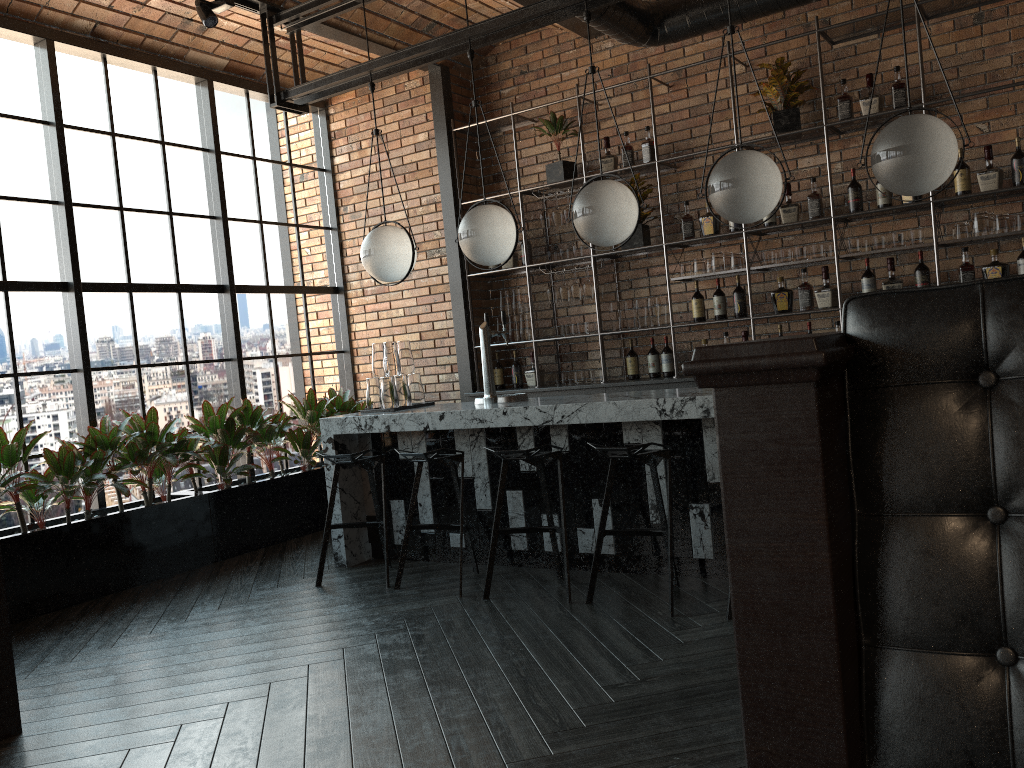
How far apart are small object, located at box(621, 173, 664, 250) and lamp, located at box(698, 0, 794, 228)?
2.1m

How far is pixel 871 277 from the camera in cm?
555

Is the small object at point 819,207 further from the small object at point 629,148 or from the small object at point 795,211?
the small object at point 629,148

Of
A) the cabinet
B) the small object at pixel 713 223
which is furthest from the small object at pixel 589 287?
the small object at pixel 713 223

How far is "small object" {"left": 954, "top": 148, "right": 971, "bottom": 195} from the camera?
5.22m

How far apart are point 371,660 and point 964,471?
2.86m

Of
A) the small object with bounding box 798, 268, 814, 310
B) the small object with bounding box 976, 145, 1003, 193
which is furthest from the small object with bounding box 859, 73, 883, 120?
the small object with bounding box 798, 268, 814, 310

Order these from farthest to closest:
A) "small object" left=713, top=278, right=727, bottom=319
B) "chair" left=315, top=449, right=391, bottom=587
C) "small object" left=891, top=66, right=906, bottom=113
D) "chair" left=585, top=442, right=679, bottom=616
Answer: "small object" left=713, top=278, right=727, bottom=319 < "small object" left=891, top=66, right=906, bottom=113 < "chair" left=315, top=449, right=391, bottom=587 < "chair" left=585, top=442, right=679, bottom=616

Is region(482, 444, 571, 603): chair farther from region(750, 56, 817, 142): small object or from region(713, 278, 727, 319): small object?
region(750, 56, 817, 142): small object

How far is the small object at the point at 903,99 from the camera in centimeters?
537cm
